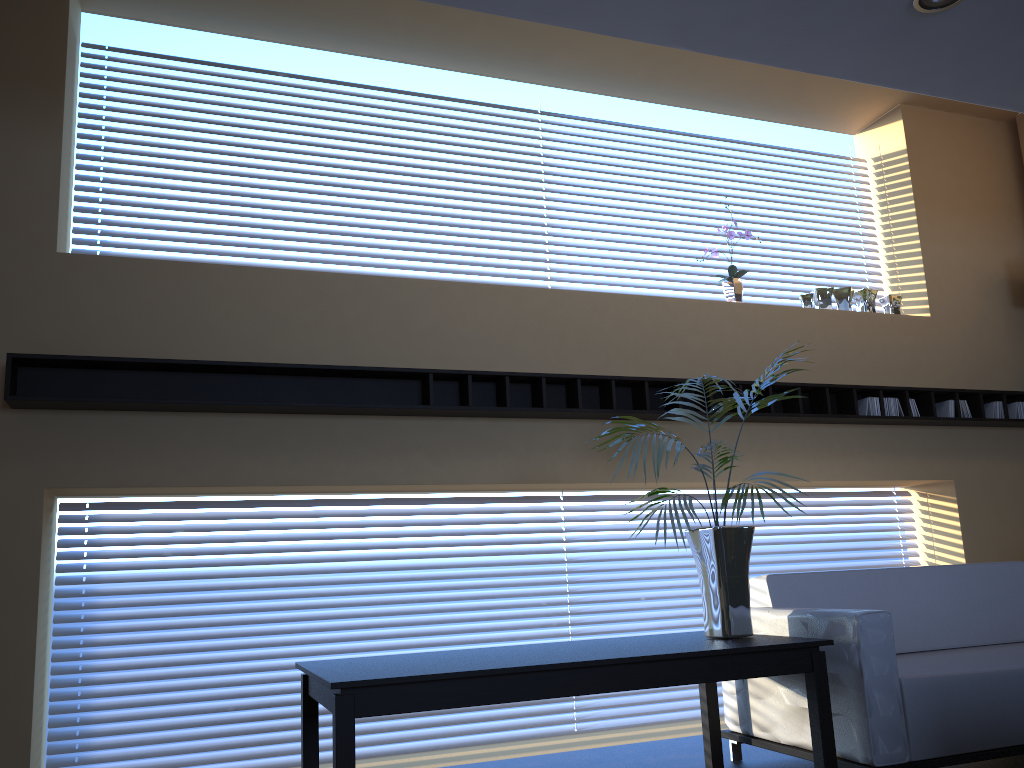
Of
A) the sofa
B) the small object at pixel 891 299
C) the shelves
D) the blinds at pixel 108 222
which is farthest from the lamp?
the small object at pixel 891 299

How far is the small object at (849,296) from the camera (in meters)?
5.98

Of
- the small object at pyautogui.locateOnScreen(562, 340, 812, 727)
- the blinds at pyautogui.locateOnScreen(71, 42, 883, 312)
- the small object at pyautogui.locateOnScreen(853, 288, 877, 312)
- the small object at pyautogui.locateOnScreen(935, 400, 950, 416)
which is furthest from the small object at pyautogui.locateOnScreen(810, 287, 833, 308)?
the small object at pyautogui.locateOnScreen(562, 340, 812, 727)

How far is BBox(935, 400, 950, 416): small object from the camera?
5.8 meters

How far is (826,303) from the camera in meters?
5.9 m

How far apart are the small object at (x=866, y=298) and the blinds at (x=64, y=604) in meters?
1.3 m

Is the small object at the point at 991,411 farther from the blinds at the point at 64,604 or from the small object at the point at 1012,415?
the blinds at the point at 64,604

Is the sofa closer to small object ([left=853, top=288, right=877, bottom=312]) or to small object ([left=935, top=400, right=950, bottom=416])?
small object ([left=935, top=400, right=950, bottom=416])

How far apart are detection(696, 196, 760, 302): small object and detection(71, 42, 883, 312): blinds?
1.03m

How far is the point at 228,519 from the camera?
4.6 meters
